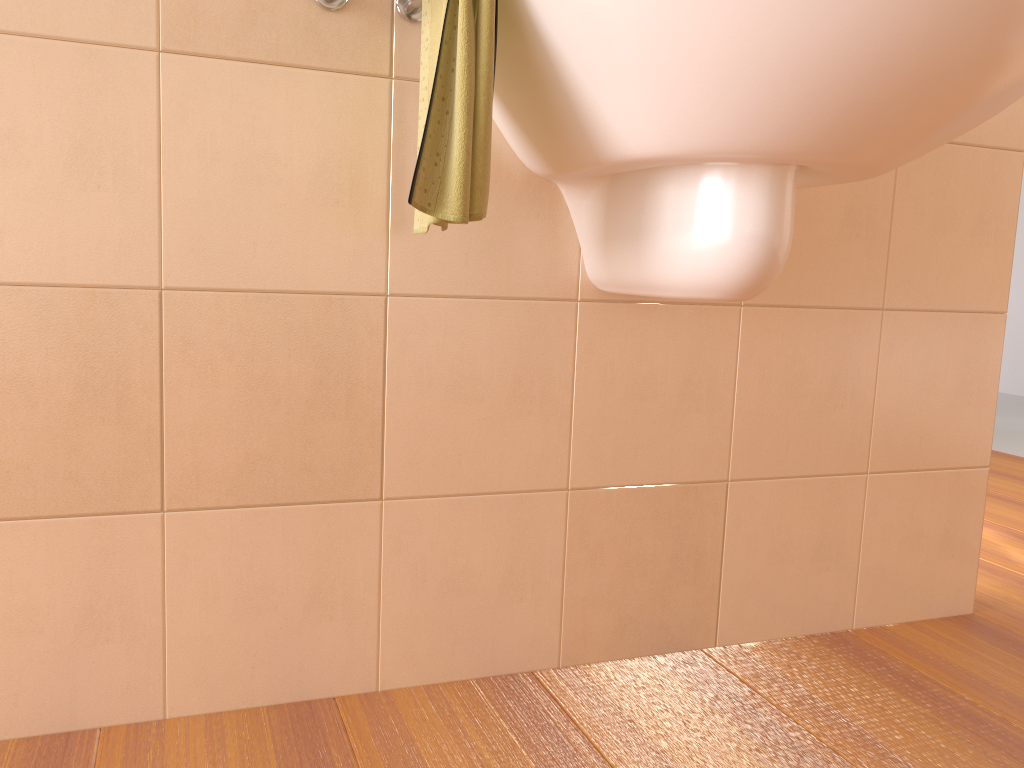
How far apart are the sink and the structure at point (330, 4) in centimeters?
13cm

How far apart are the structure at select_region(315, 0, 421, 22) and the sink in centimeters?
13cm

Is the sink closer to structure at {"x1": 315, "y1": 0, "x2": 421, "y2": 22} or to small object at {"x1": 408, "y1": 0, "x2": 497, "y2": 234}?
small object at {"x1": 408, "y1": 0, "x2": 497, "y2": 234}

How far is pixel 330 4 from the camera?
1.1m

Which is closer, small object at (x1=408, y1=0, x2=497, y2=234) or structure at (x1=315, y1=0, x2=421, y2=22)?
small object at (x1=408, y1=0, x2=497, y2=234)

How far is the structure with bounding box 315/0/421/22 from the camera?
1.1m

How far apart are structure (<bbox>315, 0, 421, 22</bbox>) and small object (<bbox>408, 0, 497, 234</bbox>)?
0.0 meters

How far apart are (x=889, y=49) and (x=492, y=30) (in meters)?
0.37

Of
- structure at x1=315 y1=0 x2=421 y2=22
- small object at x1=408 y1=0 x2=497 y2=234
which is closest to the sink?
small object at x1=408 y1=0 x2=497 y2=234

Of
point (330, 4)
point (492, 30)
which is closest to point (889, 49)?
point (492, 30)
